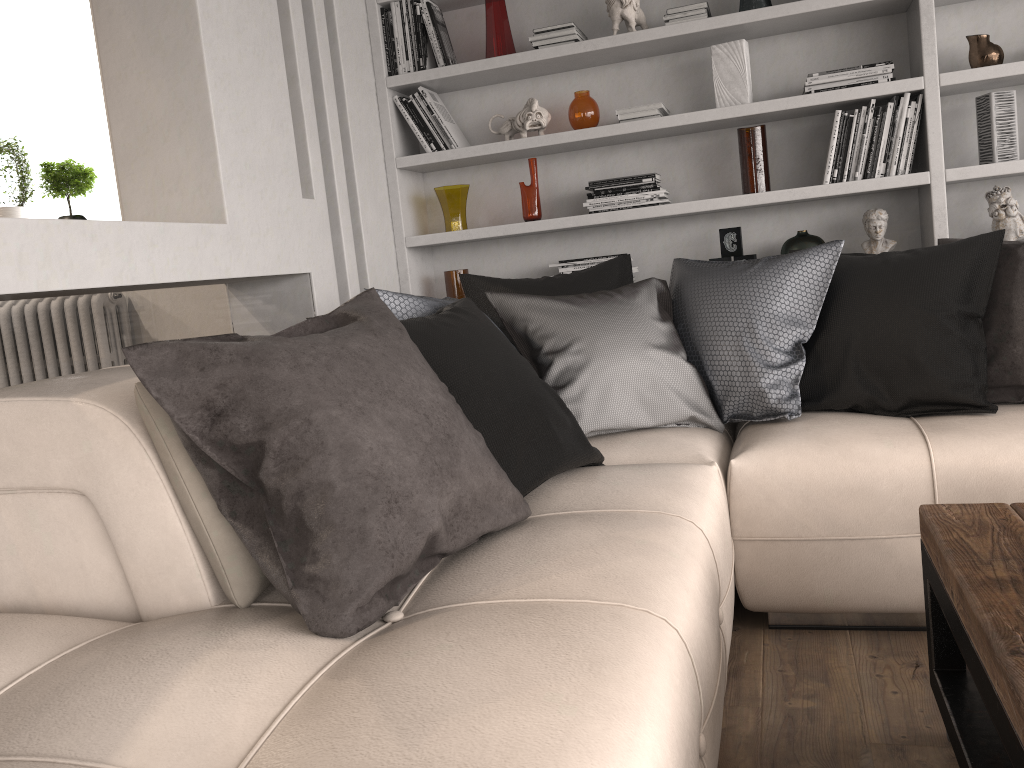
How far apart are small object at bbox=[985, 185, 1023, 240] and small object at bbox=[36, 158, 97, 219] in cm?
392

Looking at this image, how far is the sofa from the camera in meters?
1.0 m

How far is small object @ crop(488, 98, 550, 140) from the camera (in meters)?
3.61

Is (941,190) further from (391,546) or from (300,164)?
(391,546)

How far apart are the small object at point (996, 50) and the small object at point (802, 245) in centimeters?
81cm

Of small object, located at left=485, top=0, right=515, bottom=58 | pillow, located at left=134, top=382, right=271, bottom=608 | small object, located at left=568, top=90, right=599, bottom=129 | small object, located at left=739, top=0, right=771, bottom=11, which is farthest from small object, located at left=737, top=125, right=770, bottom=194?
pillow, located at left=134, top=382, right=271, bottom=608

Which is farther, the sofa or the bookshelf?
the bookshelf

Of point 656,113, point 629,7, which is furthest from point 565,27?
point 656,113

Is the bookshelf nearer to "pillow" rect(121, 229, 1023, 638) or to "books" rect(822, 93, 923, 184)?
"books" rect(822, 93, 923, 184)

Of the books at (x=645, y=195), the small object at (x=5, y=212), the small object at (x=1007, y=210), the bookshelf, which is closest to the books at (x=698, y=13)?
the bookshelf
